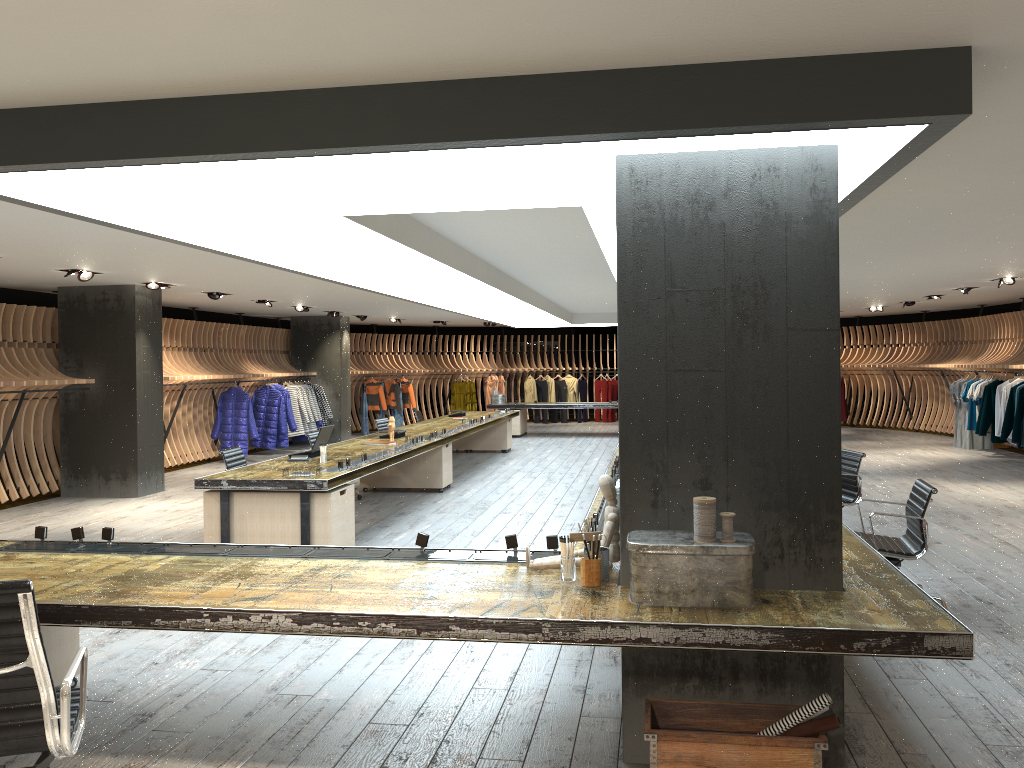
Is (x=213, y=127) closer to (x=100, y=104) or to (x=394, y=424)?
(x=100, y=104)

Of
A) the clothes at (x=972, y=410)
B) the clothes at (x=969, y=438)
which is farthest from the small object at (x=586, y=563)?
the clothes at (x=969, y=438)

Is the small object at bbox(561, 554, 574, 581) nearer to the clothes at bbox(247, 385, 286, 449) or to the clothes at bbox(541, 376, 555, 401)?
the clothes at bbox(247, 385, 286, 449)

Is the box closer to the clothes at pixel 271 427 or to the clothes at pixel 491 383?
the clothes at pixel 271 427

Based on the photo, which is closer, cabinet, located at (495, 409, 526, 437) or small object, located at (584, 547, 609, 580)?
small object, located at (584, 547, 609, 580)

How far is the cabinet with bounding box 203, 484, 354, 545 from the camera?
7.3 meters

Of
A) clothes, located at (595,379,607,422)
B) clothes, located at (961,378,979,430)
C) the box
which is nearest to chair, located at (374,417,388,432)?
the box

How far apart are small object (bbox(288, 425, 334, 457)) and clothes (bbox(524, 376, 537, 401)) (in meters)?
15.65

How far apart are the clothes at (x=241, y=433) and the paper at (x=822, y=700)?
13.4m

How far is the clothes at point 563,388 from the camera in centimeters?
2493cm
